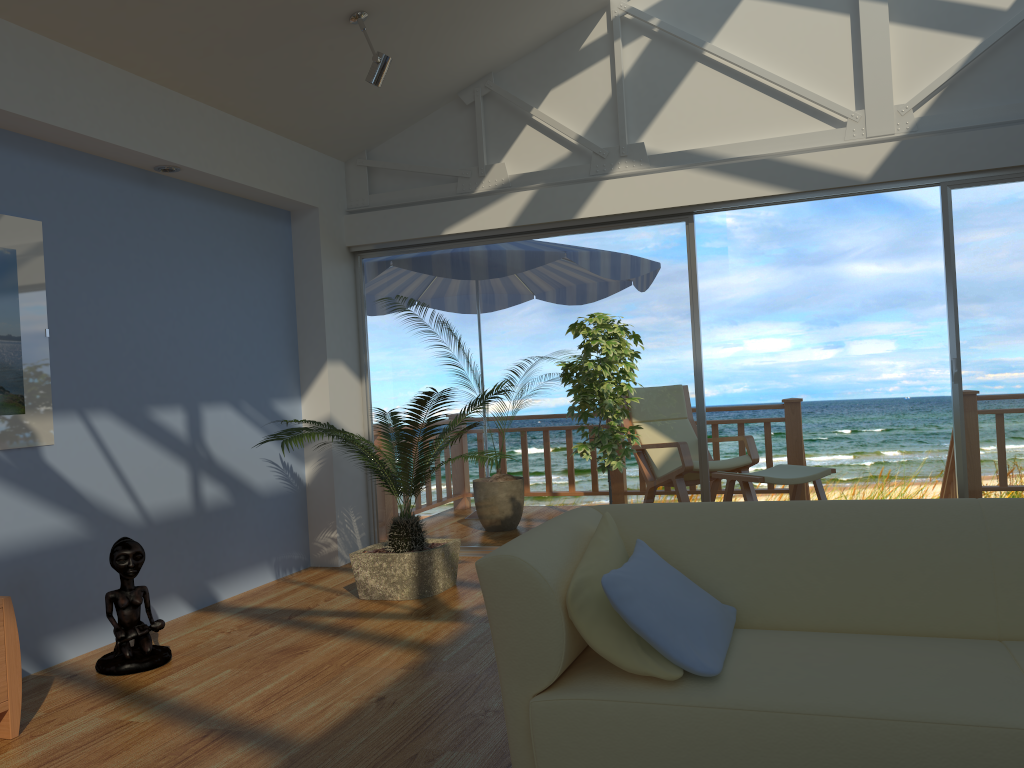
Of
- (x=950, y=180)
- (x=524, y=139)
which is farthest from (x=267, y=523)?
(x=950, y=180)

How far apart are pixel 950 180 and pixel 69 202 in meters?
4.2

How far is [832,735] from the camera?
1.84m

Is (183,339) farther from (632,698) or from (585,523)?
(632,698)

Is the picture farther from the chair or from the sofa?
the chair

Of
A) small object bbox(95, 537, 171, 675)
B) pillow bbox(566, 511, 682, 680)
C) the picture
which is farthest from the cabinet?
pillow bbox(566, 511, 682, 680)

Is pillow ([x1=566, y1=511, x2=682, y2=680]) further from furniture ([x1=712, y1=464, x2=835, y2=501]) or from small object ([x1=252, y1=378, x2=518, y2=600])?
furniture ([x1=712, y1=464, x2=835, y2=501])

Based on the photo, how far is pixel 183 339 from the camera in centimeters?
451cm

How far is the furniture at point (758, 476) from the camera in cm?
531

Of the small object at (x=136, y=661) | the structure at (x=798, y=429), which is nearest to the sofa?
the small object at (x=136, y=661)
